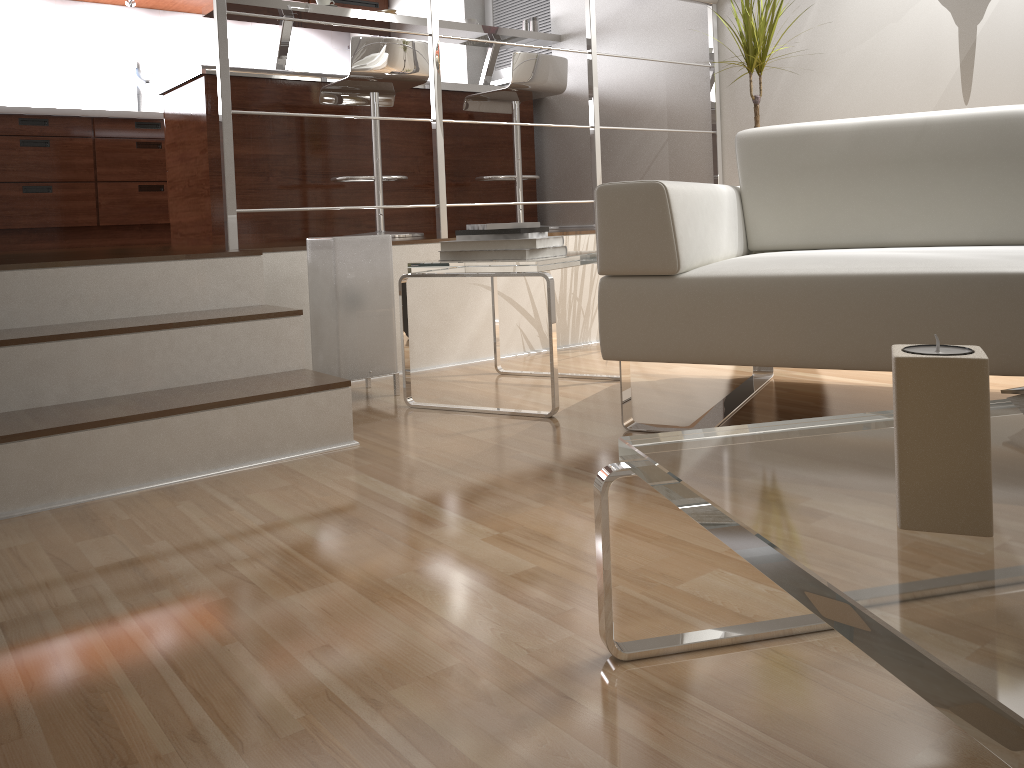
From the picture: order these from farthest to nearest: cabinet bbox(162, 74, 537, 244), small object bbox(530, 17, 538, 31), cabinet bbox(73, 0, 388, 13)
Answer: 1. cabinet bbox(73, 0, 388, 13)
2. small object bbox(530, 17, 538, 31)
3. cabinet bbox(162, 74, 537, 244)

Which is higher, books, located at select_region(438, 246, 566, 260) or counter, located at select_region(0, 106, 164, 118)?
counter, located at select_region(0, 106, 164, 118)

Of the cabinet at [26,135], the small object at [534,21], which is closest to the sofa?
the small object at [534,21]

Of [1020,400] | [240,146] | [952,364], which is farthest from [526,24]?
[952,364]

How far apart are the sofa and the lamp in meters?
0.8

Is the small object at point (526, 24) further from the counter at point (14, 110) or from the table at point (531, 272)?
the table at point (531, 272)

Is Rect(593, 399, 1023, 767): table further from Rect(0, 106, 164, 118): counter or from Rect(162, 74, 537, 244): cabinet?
Rect(0, 106, 164, 118): counter

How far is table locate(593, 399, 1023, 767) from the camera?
0.5 meters

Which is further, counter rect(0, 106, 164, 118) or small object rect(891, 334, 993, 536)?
counter rect(0, 106, 164, 118)

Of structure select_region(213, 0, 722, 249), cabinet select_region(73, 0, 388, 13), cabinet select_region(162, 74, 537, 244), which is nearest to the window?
cabinet select_region(162, 74, 537, 244)
